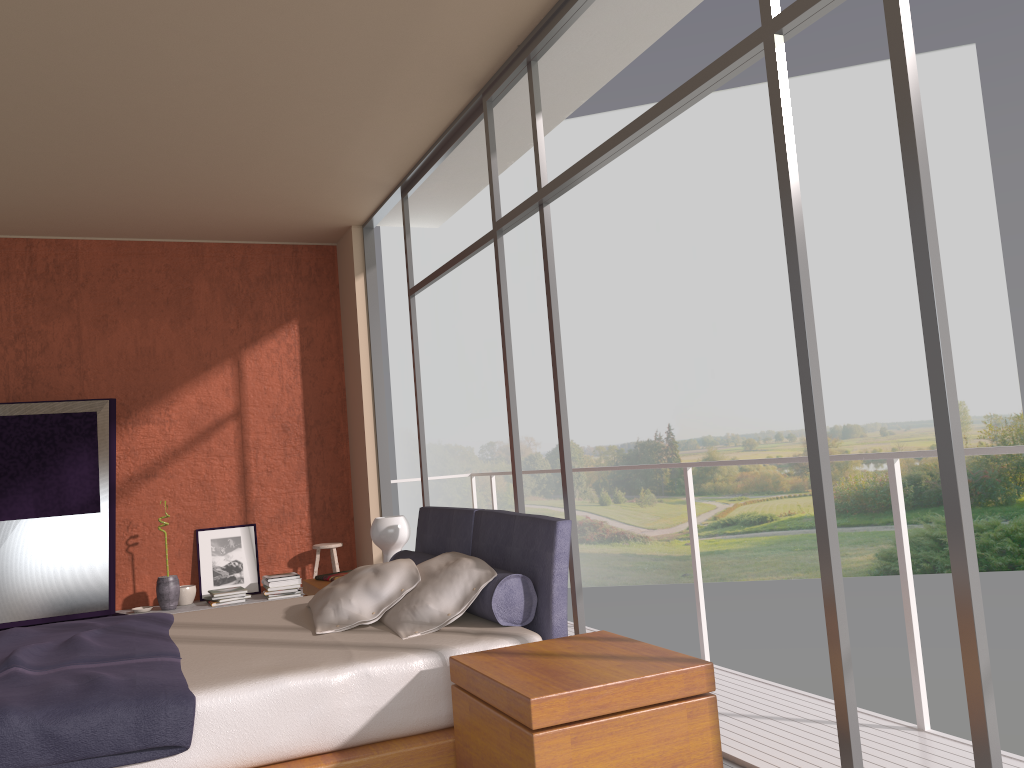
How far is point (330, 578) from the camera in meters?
5.0 m

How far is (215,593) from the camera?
6.6m

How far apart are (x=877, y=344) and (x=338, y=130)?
19.43m

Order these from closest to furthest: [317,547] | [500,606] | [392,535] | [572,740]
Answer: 1. [572,740]
2. [500,606]
3. [392,535]
4. [317,547]

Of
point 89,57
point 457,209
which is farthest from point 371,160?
point 89,57

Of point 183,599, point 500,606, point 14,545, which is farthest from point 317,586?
point 14,545

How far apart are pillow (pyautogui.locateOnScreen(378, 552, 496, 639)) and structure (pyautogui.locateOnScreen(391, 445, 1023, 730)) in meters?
1.4 m

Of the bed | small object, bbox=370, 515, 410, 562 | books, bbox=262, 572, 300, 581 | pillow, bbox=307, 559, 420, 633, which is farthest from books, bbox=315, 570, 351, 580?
books, bbox=262, 572, 300, 581

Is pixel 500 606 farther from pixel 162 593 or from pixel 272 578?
pixel 162 593

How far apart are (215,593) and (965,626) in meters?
5.6 m
